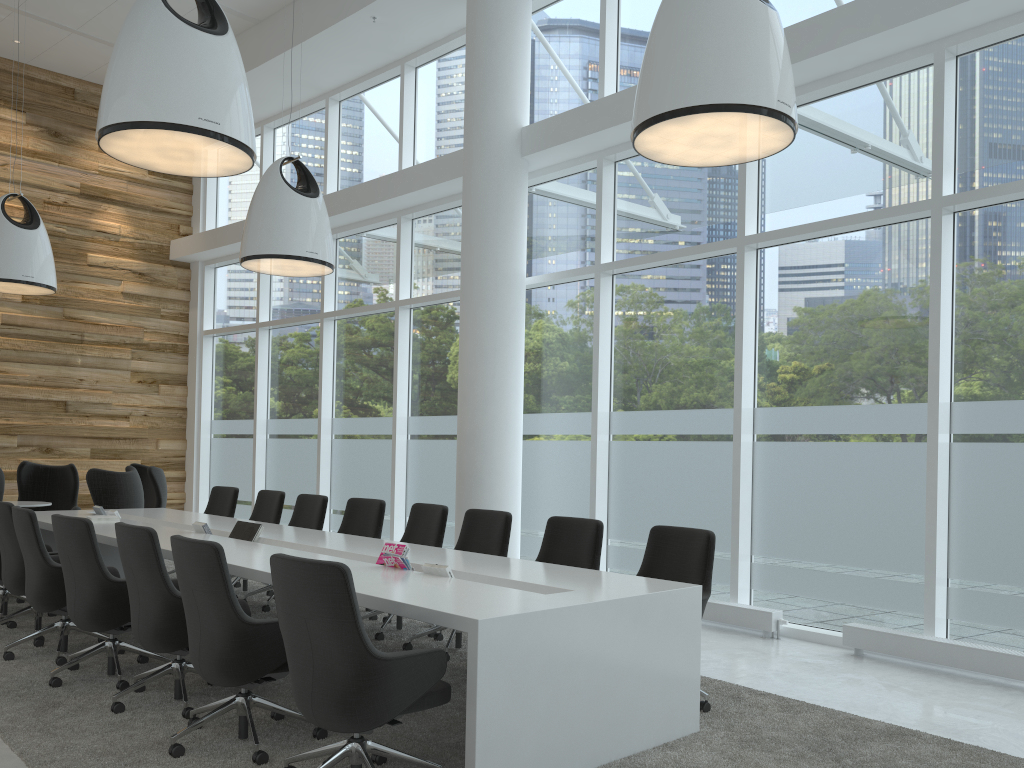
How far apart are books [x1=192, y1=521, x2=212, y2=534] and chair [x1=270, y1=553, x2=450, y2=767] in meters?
3.2 m

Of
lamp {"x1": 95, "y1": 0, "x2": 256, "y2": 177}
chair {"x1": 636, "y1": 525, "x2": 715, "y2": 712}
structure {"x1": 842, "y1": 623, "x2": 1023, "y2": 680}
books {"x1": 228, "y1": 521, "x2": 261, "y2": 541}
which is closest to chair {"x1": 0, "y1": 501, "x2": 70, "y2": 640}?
books {"x1": 228, "y1": 521, "x2": 261, "y2": 541}

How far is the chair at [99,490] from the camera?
9.1 meters

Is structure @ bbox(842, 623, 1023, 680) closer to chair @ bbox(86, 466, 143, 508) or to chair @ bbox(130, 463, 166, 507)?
chair @ bbox(86, 466, 143, 508)

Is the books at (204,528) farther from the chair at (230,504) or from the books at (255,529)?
the chair at (230,504)

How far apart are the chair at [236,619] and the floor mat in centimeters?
2cm

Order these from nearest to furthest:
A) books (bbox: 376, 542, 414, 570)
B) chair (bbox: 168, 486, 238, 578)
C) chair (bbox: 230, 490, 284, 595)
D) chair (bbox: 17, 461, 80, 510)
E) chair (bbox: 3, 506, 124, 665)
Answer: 1. books (bbox: 376, 542, 414, 570)
2. chair (bbox: 3, 506, 124, 665)
3. chair (bbox: 230, 490, 284, 595)
4. chair (bbox: 168, 486, 238, 578)
5. chair (bbox: 17, 461, 80, 510)

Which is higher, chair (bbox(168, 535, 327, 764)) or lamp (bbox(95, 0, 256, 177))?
lamp (bbox(95, 0, 256, 177))

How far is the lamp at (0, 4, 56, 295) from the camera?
9.5 meters

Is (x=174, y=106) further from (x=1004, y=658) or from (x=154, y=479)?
(x=154, y=479)
